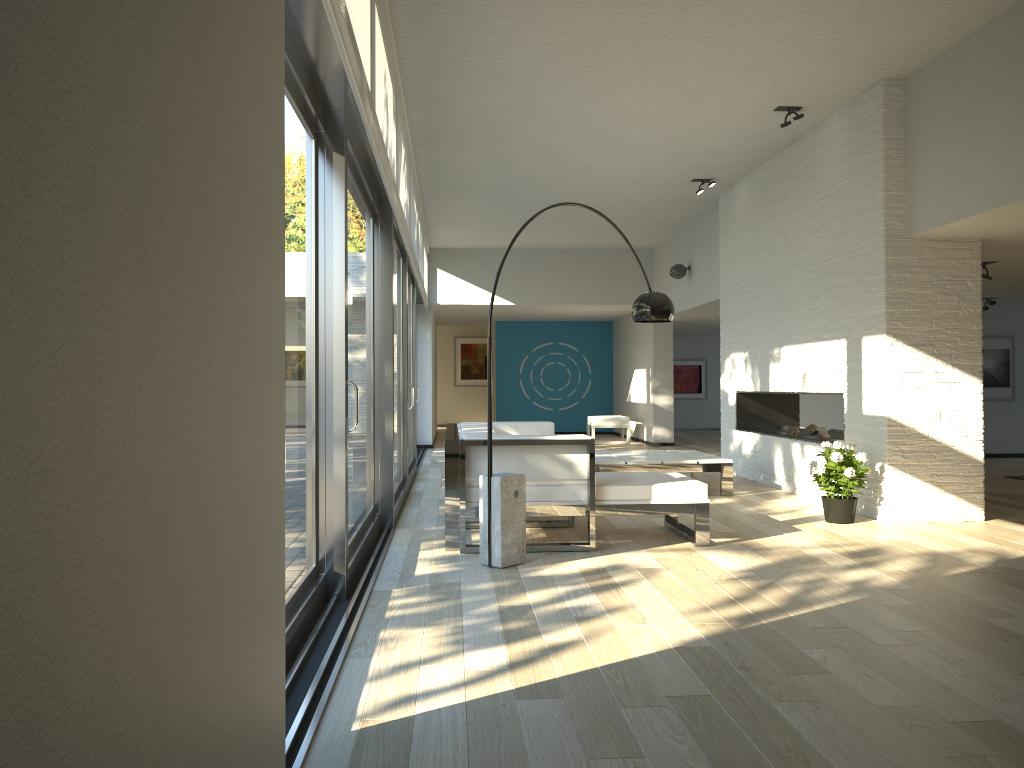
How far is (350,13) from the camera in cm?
323

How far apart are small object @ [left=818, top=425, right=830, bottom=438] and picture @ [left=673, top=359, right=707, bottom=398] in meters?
10.5 m

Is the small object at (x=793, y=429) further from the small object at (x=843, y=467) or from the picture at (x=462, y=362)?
the picture at (x=462, y=362)

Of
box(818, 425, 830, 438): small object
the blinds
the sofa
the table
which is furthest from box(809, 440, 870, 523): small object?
the blinds

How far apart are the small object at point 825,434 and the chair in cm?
642

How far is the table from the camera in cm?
752

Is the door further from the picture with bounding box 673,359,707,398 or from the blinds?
the picture with bounding box 673,359,707,398

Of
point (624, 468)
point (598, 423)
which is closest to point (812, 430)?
point (624, 468)

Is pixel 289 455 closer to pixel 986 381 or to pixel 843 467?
pixel 843 467

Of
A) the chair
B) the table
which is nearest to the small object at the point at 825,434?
the table
